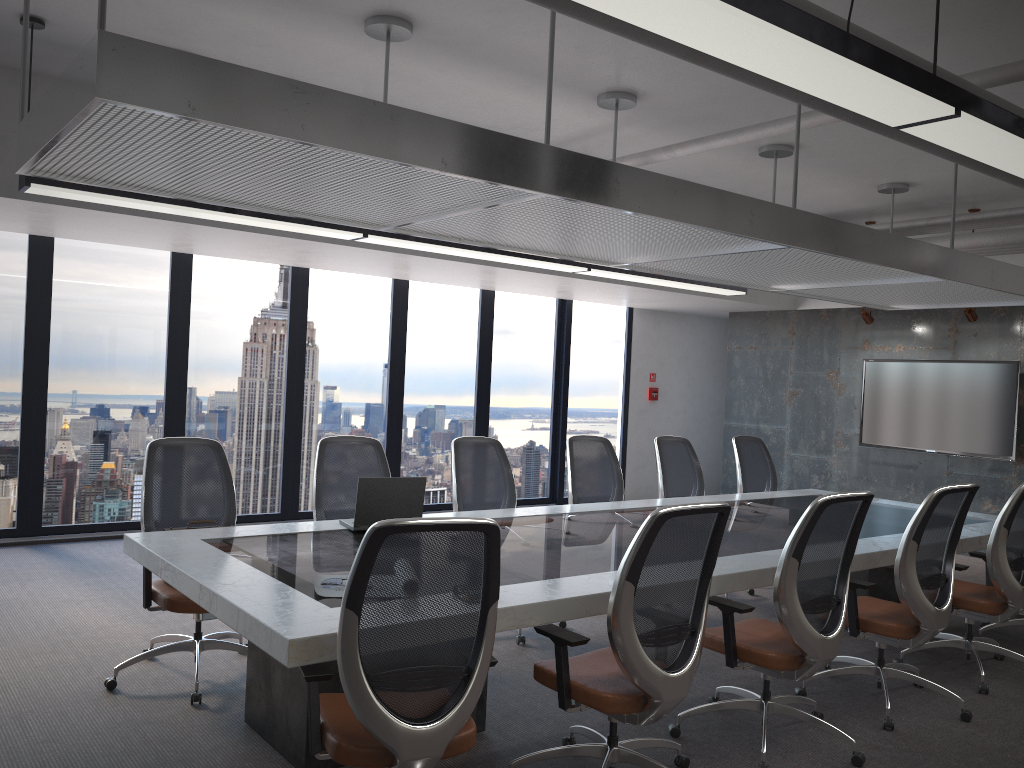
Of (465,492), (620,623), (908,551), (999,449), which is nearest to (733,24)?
(620,623)

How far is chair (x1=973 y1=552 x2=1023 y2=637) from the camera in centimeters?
568cm

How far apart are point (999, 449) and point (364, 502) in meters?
6.8

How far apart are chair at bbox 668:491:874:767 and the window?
5.49m

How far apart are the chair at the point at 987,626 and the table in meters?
0.5 m

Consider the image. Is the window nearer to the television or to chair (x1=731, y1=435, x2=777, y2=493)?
the television

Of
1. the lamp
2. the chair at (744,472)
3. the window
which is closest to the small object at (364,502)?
the lamp

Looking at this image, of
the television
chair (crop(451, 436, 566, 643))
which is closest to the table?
chair (crop(451, 436, 566, 643))

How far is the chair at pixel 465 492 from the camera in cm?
566

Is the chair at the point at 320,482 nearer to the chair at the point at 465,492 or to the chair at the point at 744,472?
the chair at the point at 465,492
